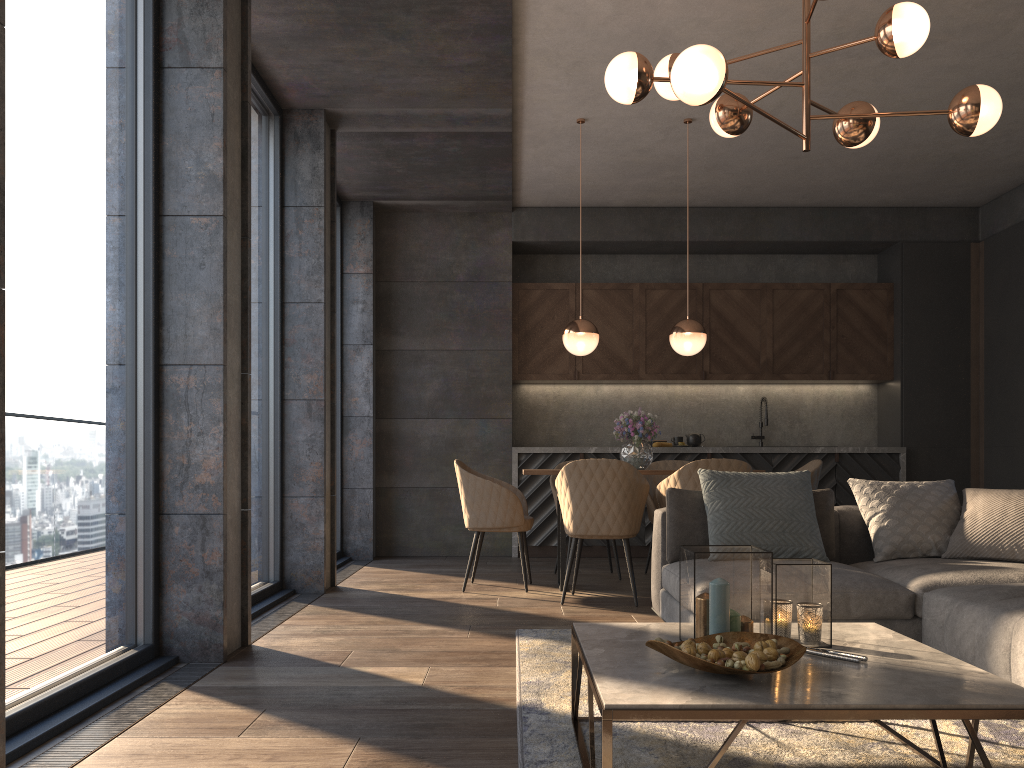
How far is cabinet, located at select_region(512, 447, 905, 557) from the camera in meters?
7.5 m

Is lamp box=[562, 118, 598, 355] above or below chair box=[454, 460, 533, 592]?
above

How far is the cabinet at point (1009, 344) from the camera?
7.27m

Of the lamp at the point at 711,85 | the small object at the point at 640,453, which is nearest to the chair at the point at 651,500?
the small object at the point at 640,453

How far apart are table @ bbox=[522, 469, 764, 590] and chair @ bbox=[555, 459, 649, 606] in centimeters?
19cm

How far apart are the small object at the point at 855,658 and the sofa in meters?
0.8

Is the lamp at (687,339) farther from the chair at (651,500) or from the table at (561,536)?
the table at (561,536)

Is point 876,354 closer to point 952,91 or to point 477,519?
point 952,91

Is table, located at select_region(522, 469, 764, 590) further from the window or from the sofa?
the window

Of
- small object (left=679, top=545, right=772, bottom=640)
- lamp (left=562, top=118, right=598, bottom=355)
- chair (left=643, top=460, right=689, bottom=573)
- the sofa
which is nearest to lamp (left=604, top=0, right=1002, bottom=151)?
the sofa
